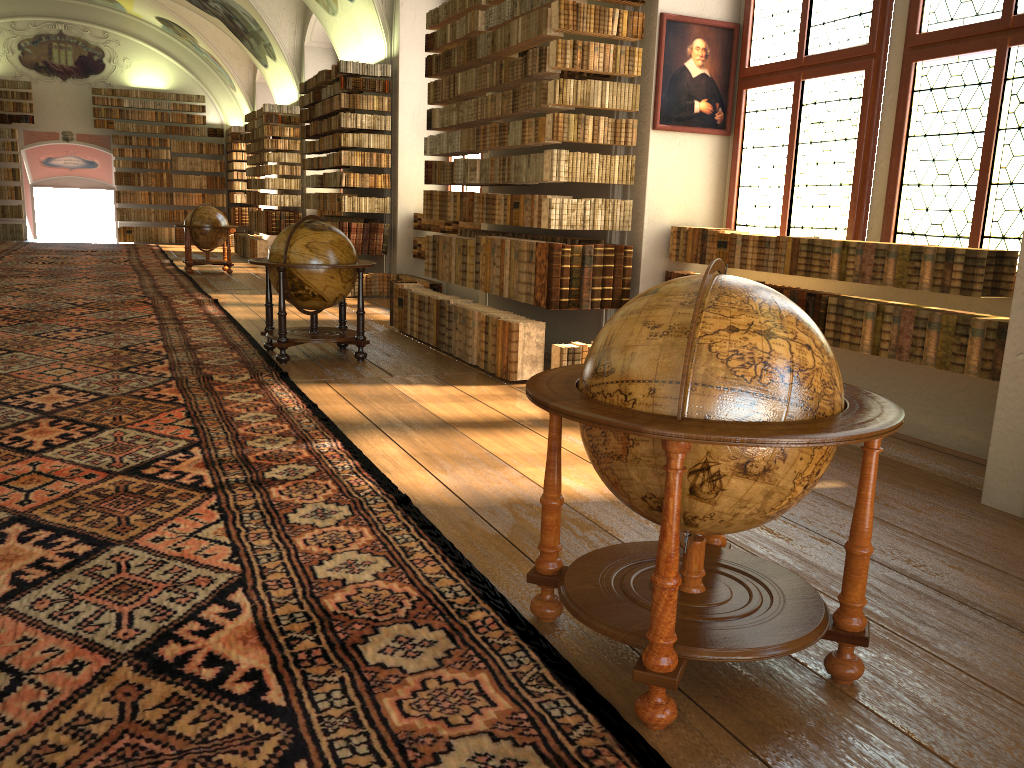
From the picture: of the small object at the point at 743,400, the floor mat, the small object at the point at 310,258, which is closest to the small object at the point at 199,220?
the floor mat

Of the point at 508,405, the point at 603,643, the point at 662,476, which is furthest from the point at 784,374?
the point at 508,405

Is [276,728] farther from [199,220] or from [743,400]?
[199,220]

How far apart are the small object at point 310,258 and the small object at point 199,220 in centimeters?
993cm

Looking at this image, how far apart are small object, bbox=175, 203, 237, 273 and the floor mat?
0.58m

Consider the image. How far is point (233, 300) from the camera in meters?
14.0 m

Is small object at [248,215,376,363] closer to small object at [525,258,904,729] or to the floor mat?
the floor mat

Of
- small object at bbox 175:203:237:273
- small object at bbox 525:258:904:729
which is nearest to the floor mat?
small object at bbox 525:258:904:729

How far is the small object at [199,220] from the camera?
18.42m

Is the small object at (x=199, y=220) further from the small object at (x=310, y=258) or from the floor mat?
the small object at (x=310, y=258)
